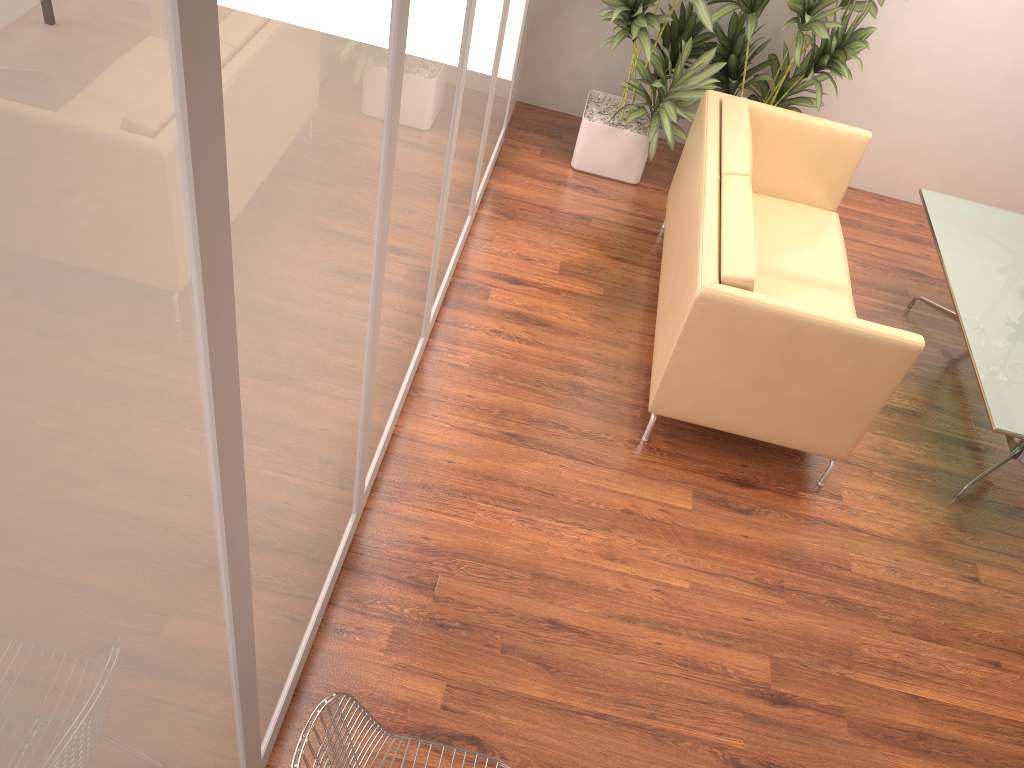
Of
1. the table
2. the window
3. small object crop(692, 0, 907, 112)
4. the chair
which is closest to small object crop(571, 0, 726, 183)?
small object crop(692, 0, 907, 112)

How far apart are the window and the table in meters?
2.3 m

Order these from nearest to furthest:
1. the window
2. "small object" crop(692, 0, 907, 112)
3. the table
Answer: the window < the table < "small object" crop(692, 0, 907, 112)

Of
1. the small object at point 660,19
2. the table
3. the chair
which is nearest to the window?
the chair

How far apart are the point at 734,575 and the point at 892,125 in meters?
3.6 m

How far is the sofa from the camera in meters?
3.3

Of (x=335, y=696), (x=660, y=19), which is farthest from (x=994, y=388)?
(x=335, y=696)

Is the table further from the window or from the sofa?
the window

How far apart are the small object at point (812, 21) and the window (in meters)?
1.05

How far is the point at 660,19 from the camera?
4.8m
